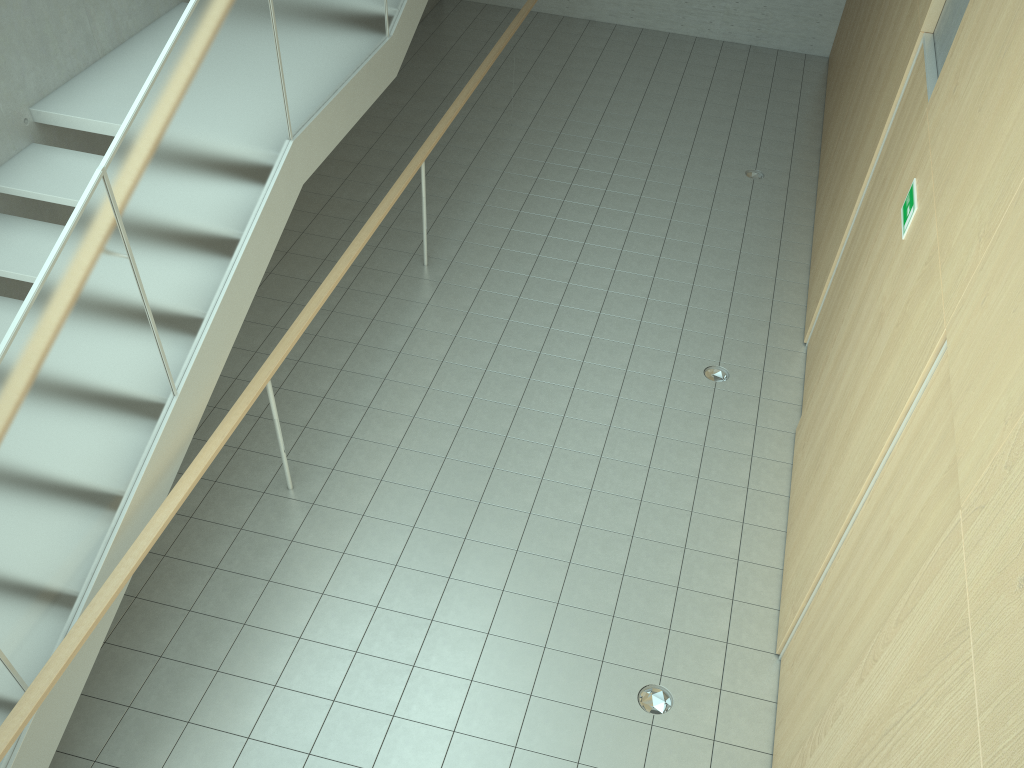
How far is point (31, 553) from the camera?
3.3m

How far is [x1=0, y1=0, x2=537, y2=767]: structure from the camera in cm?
326

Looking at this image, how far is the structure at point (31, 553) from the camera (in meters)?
3.26

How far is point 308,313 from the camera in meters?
5.2 m
